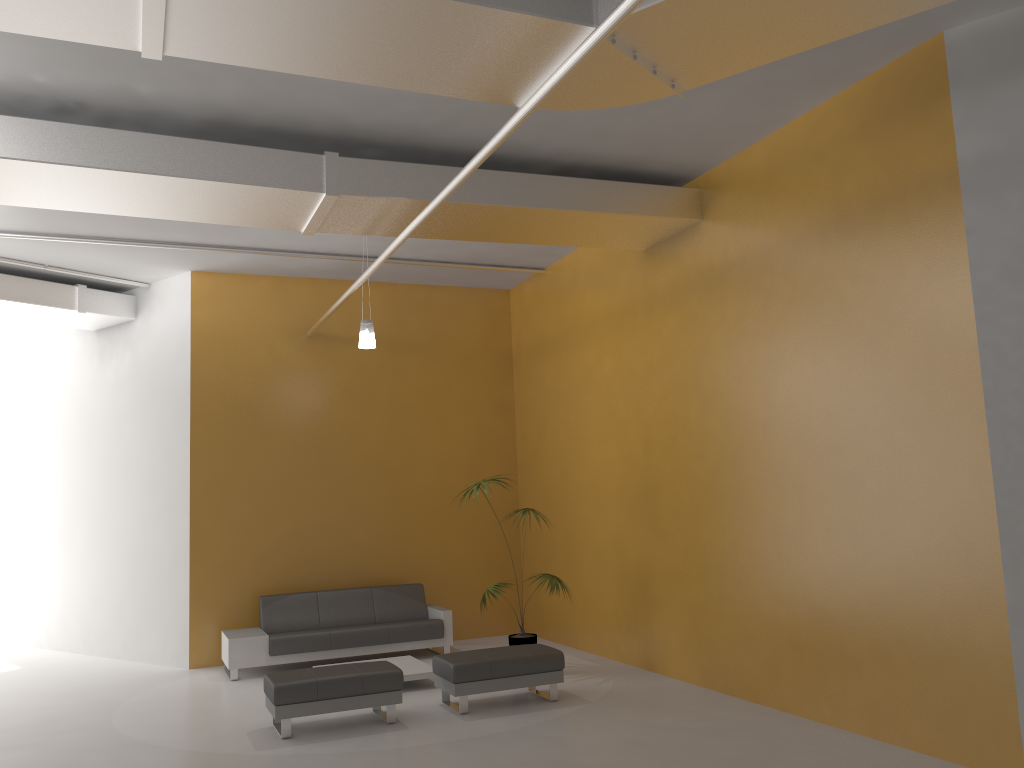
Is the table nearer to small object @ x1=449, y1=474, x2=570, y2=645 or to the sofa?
the sofa

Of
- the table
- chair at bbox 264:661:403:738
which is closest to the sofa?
the table

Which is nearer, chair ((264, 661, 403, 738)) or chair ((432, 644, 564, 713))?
chair ((264, 661, 403, 738))

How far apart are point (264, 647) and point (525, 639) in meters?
2.7 m

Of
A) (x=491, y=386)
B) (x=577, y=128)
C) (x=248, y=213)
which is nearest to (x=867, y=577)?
(x=577, y=128)

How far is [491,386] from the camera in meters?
11.6 m

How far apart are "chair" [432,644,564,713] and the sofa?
2.1 meters

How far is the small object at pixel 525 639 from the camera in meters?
8.6

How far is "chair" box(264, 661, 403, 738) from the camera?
6.6 meters

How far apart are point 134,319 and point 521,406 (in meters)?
4.95
